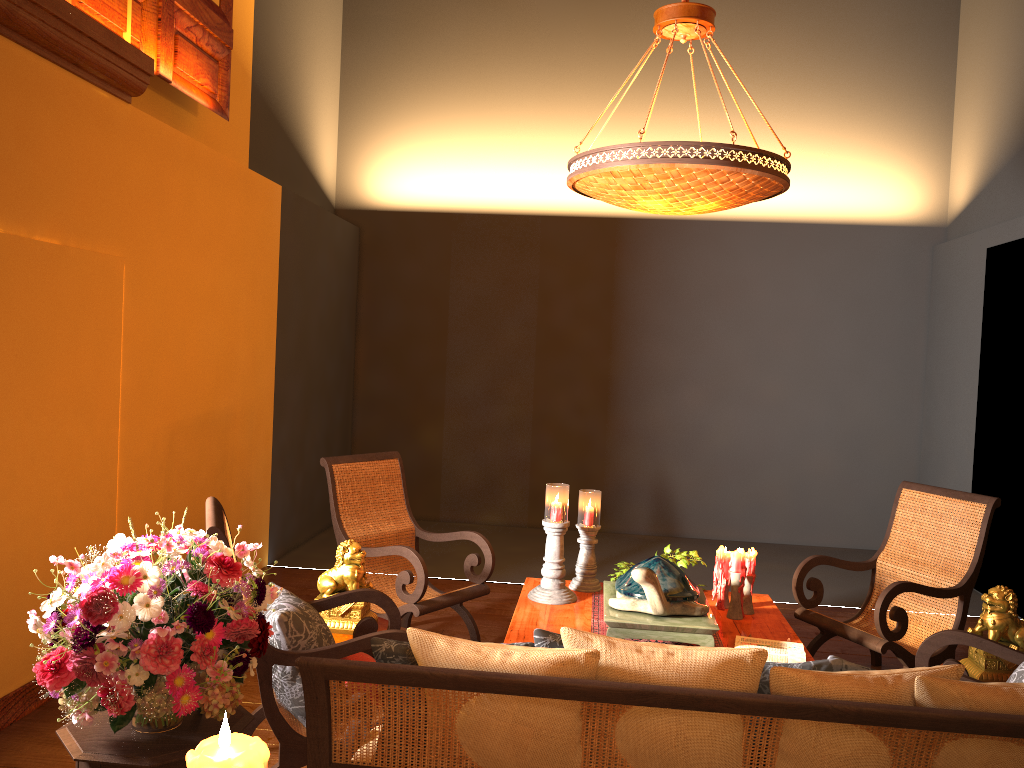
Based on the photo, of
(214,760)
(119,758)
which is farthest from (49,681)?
(214,760)

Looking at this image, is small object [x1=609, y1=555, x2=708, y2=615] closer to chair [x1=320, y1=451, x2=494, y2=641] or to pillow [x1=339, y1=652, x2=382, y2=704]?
chair [x1=320, y1=451, x2=494, y2=641]

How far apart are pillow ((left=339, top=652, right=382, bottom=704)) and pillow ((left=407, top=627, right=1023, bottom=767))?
1.2 meters

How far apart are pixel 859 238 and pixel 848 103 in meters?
1.2 m

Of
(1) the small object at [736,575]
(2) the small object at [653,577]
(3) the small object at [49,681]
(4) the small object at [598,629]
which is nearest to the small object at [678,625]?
(2) the small object at [653,577]

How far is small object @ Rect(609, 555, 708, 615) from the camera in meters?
3.6

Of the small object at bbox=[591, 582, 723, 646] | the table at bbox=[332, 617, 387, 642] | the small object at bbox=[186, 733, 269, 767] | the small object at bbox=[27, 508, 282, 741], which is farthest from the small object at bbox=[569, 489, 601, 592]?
the small object at bbox=[186, 733, 269, 767]

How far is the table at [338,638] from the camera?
3.7 meters

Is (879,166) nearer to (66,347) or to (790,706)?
(66,347)

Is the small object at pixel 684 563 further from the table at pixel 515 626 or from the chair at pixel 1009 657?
the chair at pixel 1009 657
